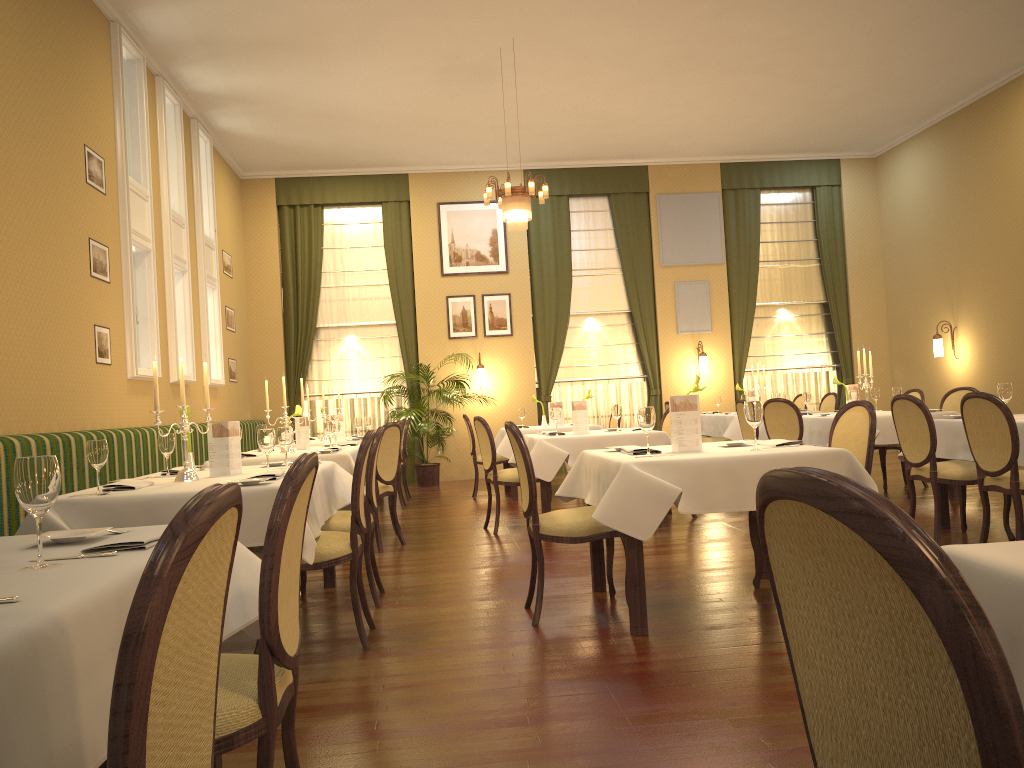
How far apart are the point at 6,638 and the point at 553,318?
11.70m

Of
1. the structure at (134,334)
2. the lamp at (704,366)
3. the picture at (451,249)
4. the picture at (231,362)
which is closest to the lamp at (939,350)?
the lamp at (704,366)

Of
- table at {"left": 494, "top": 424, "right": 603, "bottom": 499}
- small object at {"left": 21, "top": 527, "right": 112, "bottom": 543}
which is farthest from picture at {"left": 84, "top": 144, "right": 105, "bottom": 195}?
small object at {"left": 21, "top": 527, "right": 112, "bottom": 543}

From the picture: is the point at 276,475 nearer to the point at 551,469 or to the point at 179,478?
the point at 179,478

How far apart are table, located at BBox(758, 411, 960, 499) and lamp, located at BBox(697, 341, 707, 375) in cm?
356

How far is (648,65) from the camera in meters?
9.3 m

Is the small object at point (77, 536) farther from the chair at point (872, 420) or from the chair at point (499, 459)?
the chair at point (499, 459)

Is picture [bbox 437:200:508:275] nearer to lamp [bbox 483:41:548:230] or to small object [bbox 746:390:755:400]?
small object [bbox 746:390:755:400]

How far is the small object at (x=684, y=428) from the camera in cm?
424

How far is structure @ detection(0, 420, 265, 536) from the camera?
4.8 meters
